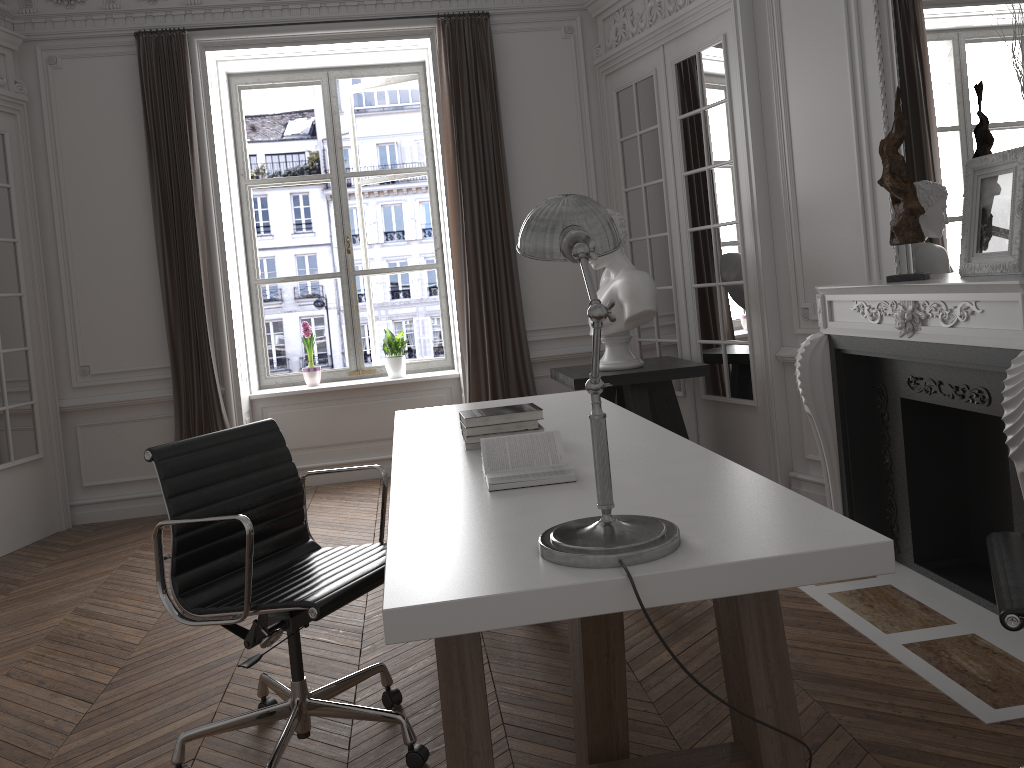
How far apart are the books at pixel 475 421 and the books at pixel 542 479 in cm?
39

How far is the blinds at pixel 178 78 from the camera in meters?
5.6 m

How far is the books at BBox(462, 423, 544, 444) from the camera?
2.9 meters

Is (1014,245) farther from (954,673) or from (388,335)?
(388,335)

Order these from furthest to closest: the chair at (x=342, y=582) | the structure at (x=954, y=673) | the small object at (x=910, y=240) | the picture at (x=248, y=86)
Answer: the picture at (x=248, y=86), the small object at (x=910, y=240), the structure at (x=954, y=673), the chair at (x=342, y=582)

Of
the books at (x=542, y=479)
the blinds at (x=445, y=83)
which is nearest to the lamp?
the books at (x=542, y=479)

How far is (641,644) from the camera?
3.10m

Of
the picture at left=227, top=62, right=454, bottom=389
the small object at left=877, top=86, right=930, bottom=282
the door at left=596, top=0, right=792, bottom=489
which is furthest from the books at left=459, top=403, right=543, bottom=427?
the picture at left=227, top=62, right=454, bottom=389

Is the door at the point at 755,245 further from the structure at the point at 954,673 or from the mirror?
the mirror

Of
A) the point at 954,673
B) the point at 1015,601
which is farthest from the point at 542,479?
the point at 954,673
